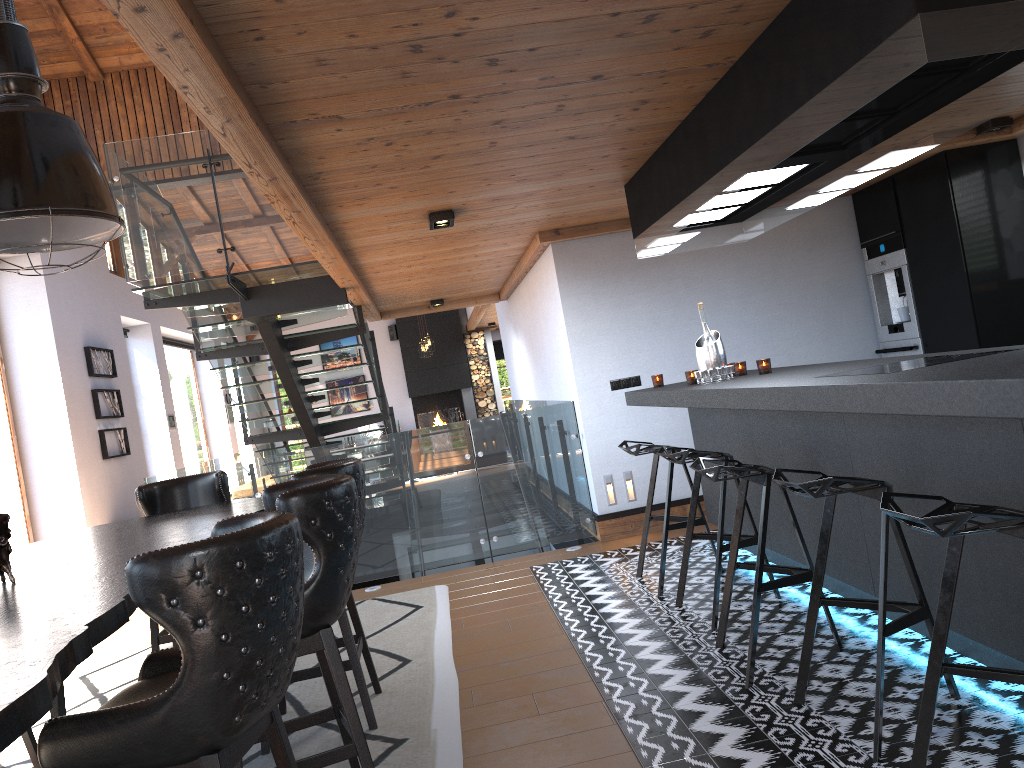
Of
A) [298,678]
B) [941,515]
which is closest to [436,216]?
[298,678]

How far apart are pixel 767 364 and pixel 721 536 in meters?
1.1 m

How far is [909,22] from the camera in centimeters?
230cm

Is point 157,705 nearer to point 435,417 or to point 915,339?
point 915,339

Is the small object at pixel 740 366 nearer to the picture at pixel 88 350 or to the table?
the table

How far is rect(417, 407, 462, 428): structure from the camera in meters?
19.8

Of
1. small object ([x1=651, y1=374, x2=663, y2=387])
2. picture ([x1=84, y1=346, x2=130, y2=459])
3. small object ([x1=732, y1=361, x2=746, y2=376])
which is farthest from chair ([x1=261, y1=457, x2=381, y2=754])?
picture ([x1=84, y1=346, x2=130, y2=459])

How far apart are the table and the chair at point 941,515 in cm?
181

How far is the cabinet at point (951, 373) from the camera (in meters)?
2.47

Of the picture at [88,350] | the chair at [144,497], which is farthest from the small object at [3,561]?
the picture at [88,350]
